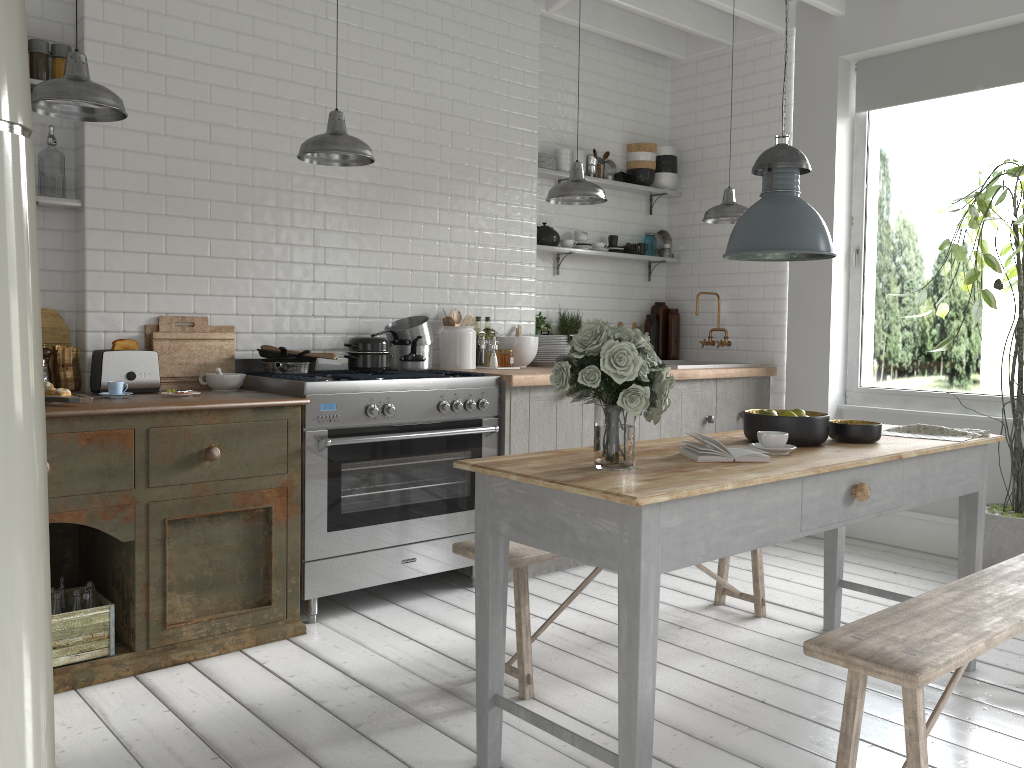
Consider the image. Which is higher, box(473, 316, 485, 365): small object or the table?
box(473, 316, 485, 365): small object

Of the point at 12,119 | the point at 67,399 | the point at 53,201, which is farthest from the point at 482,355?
the point at 12,119

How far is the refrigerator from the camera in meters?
1.2 m

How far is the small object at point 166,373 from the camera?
4.96m

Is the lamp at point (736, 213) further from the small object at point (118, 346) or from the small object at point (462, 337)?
the small object at point (118, 346)

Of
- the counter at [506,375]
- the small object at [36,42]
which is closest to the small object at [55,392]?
the small object at [36,42]

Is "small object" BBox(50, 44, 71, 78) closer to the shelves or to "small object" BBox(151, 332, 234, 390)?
the shelves

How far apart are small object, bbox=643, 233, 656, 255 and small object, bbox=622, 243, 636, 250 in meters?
0.3

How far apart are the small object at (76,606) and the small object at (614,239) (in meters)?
4.98

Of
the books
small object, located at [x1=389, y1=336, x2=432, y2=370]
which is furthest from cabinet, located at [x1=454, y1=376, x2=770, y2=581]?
the books
